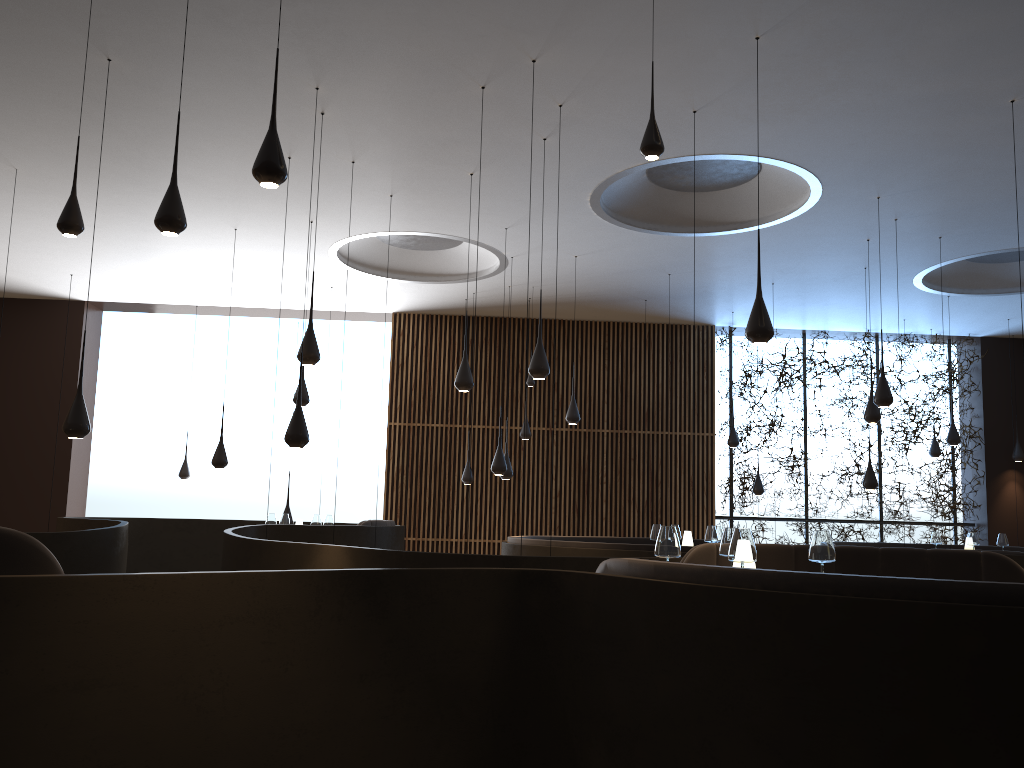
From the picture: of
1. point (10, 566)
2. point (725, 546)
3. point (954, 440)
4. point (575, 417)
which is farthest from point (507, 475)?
point (10, 566)

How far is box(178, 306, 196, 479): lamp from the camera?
14.7m

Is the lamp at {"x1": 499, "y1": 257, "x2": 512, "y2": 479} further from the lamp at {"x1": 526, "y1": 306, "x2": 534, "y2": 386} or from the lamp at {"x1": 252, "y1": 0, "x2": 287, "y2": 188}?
the lamp at {"x1": 252, "y1": 0, "x2": 287, "y2": 188}

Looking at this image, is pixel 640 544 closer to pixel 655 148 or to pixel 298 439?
pixel 298 439

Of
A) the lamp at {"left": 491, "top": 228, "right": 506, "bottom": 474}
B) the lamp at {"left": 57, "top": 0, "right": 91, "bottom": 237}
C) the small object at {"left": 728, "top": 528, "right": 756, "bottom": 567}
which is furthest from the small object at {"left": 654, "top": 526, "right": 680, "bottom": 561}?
the lamp at {"left": 491, "top": 228, "right": 506, "bottom": 474}

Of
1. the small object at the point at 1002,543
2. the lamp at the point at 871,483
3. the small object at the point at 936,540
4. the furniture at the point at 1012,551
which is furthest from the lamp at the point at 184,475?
the small object at the point at 1002,543

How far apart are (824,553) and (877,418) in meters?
6.2 m

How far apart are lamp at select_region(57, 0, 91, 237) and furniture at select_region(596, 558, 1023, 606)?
3.2 meters

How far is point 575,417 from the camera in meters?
11.3 m

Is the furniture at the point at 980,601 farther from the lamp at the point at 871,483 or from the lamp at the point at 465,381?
the lamp at the point at 871,483
